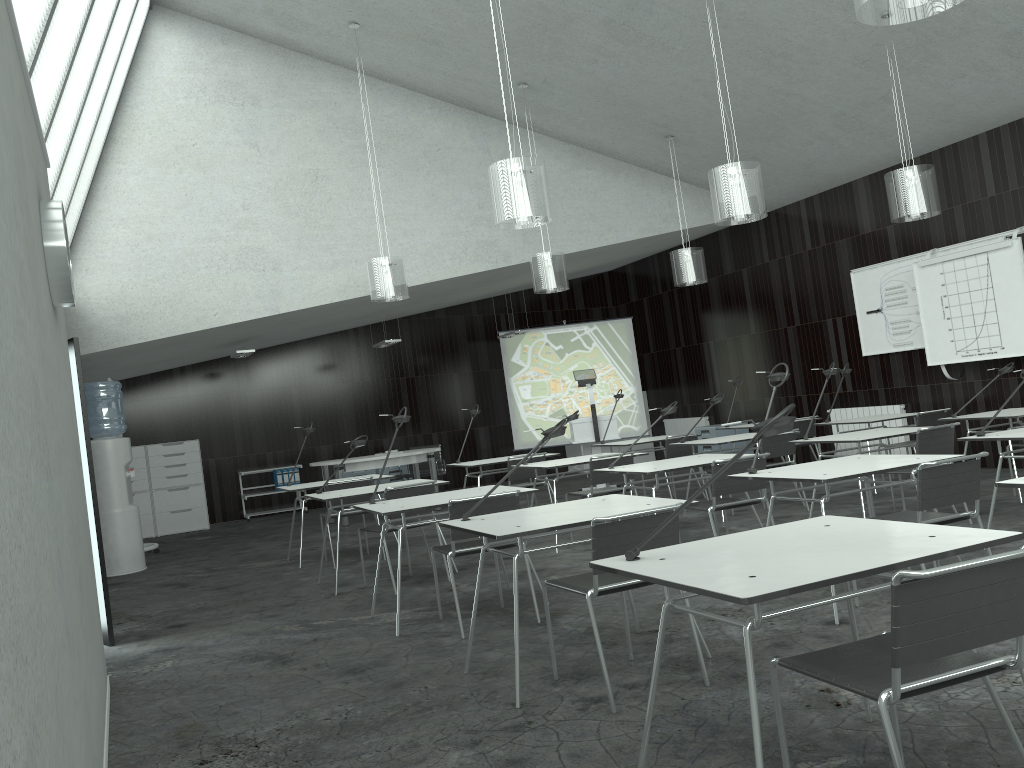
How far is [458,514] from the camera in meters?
4.5 m

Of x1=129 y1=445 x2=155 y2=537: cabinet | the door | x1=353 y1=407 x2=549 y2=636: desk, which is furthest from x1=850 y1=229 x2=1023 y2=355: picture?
x1=129 y1=445 x2=155 y2=537: cabinet

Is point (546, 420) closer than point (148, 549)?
No

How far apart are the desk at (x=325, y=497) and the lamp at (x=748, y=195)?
2.96m

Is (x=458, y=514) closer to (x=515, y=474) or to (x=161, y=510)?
(x=515, y=474)

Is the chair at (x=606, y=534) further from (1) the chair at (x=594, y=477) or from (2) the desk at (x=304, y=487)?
(2) the desk at (x=304, y=487)

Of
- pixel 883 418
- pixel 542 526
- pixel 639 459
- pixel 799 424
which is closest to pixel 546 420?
pixel 639 459

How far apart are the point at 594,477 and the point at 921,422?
3.21m

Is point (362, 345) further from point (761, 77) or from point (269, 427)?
point (761, 77)

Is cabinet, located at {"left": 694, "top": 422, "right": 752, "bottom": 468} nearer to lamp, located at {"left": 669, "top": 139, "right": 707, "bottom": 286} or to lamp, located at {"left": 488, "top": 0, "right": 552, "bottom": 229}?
lamp, located at {"left": 669, "top": 139, "right": 707, "bottom": 286}
